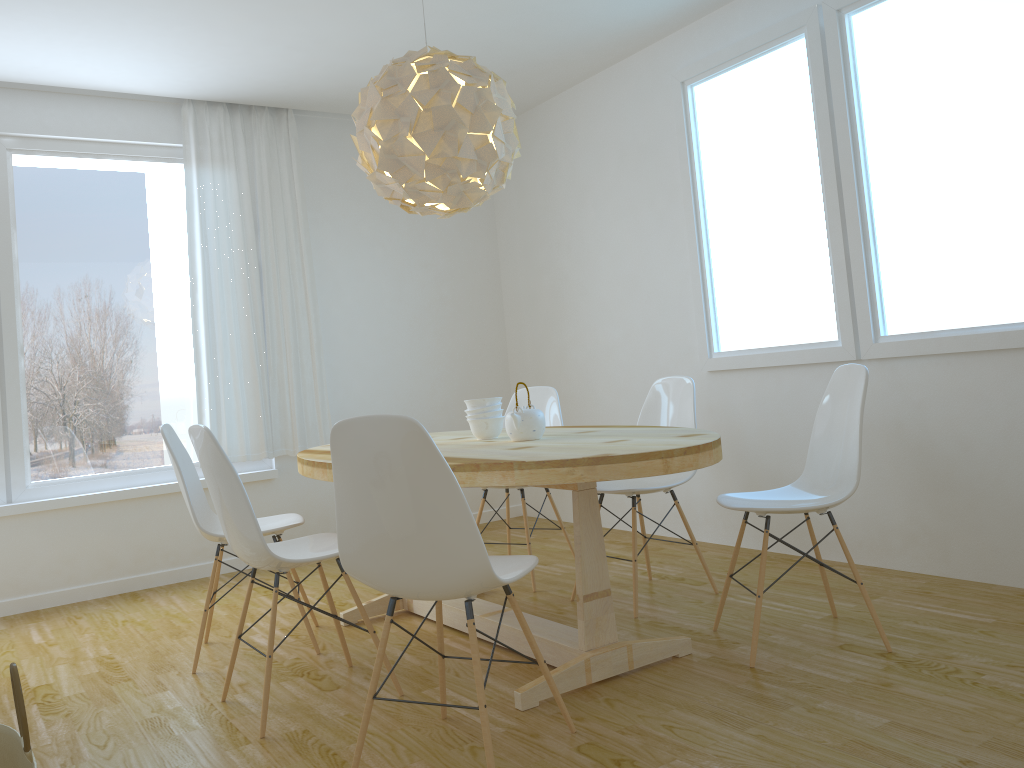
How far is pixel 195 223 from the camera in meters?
5.0 m

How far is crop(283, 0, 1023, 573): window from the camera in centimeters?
372cm

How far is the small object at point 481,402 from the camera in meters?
3.4 m

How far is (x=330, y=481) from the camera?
3.0m

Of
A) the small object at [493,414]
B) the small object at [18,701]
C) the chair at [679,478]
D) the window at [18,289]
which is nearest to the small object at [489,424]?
the small object at [493,414]

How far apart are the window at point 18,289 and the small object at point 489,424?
2.29m

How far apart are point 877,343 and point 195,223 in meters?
3.7 m

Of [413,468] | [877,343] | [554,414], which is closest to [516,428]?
[413,468]

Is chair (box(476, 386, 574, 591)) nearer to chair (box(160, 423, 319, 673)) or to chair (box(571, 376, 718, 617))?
chair (box(571, 376, 718, 617))

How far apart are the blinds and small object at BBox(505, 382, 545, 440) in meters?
2.4 m
